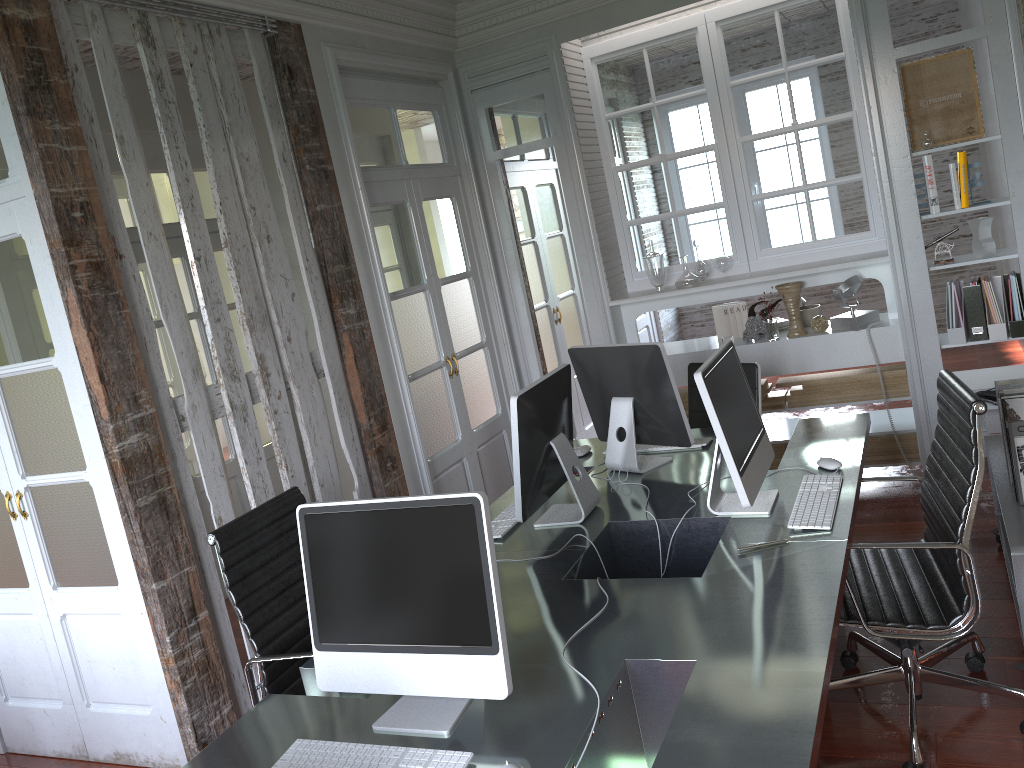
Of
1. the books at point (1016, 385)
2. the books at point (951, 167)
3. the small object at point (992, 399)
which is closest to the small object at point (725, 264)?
the books at point (951, 167)

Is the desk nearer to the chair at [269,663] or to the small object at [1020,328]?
the chair at [269,663]

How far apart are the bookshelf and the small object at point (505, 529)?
1.6m

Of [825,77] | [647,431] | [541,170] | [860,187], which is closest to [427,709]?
[647,431]

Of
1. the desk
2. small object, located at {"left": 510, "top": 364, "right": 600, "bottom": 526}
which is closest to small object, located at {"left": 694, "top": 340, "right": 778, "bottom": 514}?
the desk

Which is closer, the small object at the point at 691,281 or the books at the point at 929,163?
the books at the point at 929,163

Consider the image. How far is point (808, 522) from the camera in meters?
2.5 m

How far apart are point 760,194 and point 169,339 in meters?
3.3 m

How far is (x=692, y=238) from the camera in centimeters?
510cm

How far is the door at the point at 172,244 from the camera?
5.0 meters
